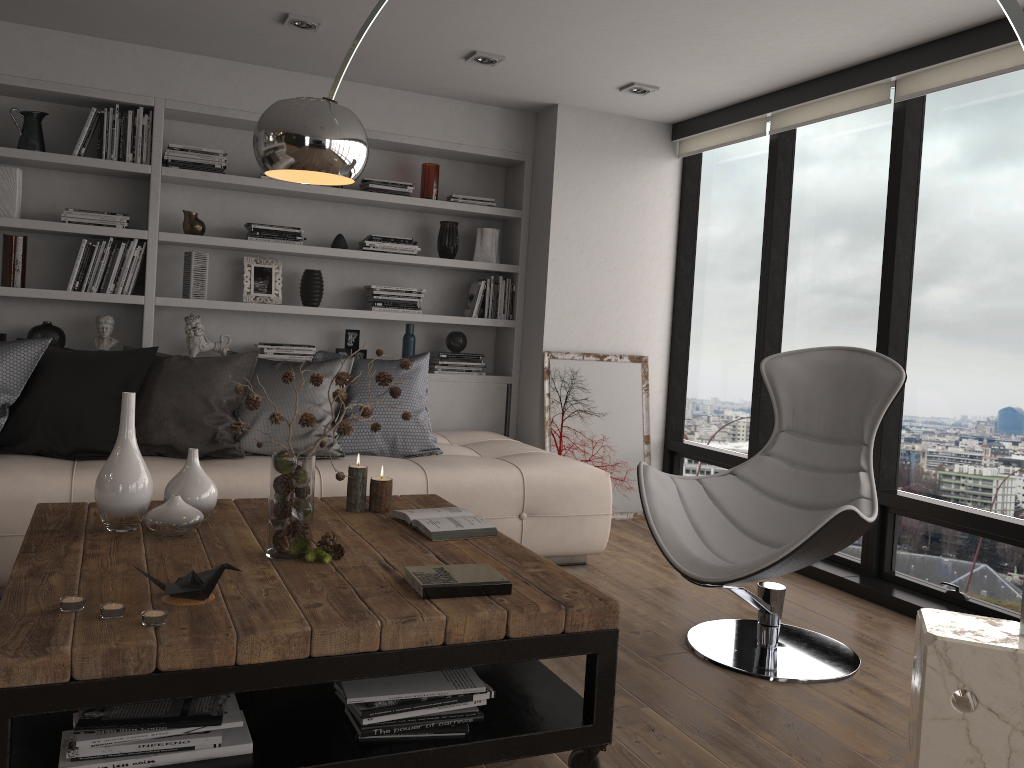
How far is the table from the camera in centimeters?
173cm

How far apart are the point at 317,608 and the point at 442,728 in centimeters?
41cm

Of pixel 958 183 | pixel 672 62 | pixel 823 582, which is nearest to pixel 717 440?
pixel 823 582

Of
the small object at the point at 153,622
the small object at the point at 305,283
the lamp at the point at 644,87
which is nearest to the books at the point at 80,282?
the small object at the point at 305,283

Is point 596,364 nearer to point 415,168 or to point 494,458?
point 494,458

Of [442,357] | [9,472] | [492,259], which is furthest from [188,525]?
[492,259]

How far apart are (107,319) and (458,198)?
2.07m

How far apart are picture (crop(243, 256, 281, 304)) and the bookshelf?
0.1 meters

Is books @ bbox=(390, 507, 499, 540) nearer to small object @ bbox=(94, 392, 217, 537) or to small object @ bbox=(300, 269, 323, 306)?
small object @ bbox=(94, 392, 217, 537)

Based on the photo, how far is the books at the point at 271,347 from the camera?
4.9m
